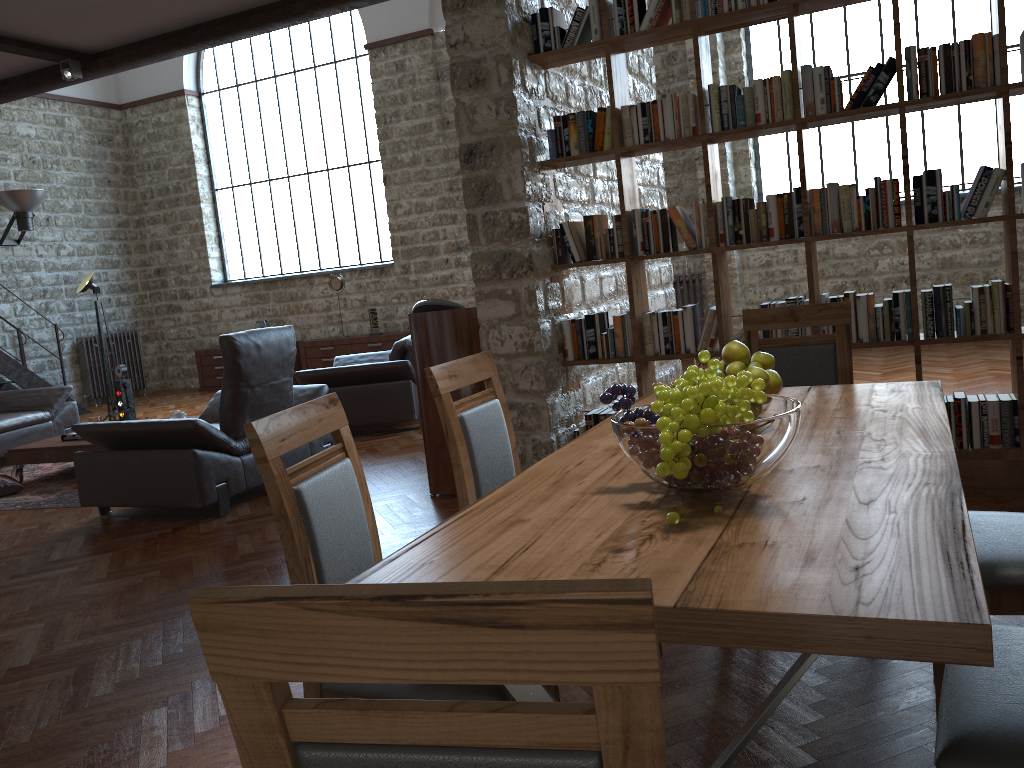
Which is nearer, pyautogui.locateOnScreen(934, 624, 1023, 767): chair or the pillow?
pyautogui.locateOnScreen(934, 624, 1023, 767): chair

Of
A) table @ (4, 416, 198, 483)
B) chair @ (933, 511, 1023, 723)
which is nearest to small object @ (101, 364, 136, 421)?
table @ (4, 416, 198, 483)

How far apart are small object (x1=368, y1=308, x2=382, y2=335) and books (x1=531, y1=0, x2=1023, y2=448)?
7.2 meters

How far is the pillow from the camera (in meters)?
6.49

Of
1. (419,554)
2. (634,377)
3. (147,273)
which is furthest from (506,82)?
(147,273)

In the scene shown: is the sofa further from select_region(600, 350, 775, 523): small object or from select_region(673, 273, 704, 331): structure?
select_region(600, 350, 775, 523): small object

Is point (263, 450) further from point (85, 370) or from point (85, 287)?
point (85, 370)

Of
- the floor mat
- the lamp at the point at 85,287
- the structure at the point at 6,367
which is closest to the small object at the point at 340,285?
the lamp at the point at 85,287

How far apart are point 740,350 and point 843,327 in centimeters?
112cm

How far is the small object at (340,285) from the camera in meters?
11.9
